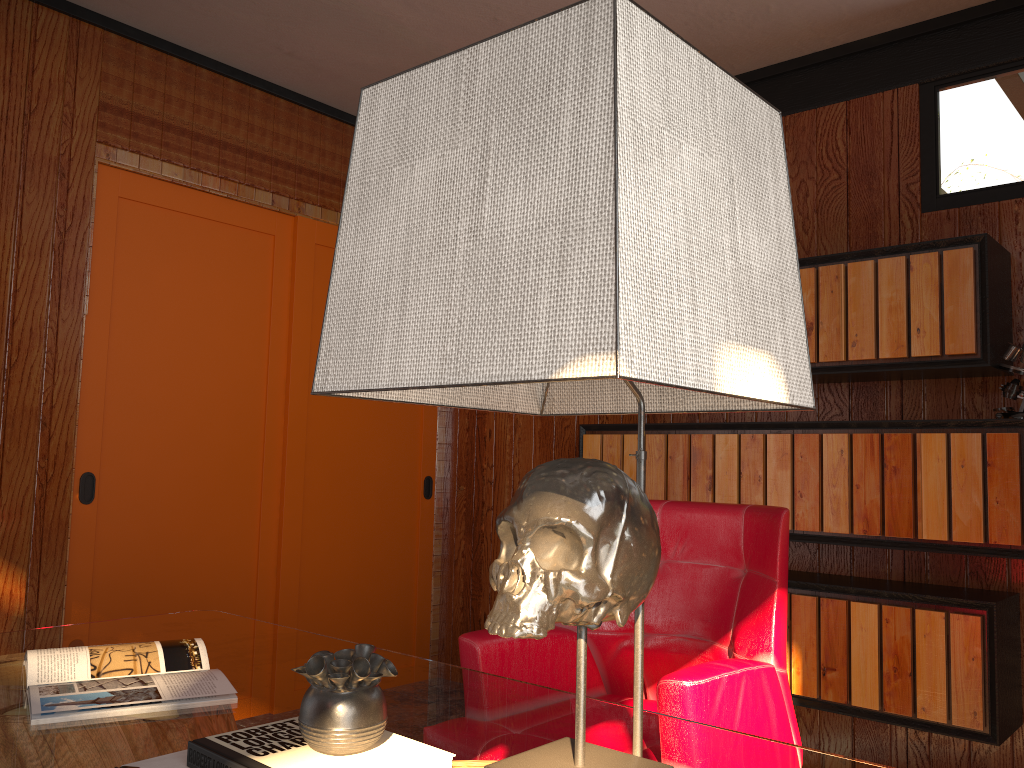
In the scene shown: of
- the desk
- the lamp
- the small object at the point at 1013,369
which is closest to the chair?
the desk

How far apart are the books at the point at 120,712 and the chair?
0.6m

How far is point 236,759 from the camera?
0.98m

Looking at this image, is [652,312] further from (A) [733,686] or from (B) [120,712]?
(A) [733,686]

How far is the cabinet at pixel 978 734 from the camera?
2.5 meters

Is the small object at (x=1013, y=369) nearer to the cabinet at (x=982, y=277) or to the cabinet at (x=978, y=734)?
the cabinet at (x=982, y=277)

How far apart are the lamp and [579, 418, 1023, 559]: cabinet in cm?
201

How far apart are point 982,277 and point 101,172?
2.93m

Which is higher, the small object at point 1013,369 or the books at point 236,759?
the small object at point 1013,369

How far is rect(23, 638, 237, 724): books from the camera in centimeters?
137cm
